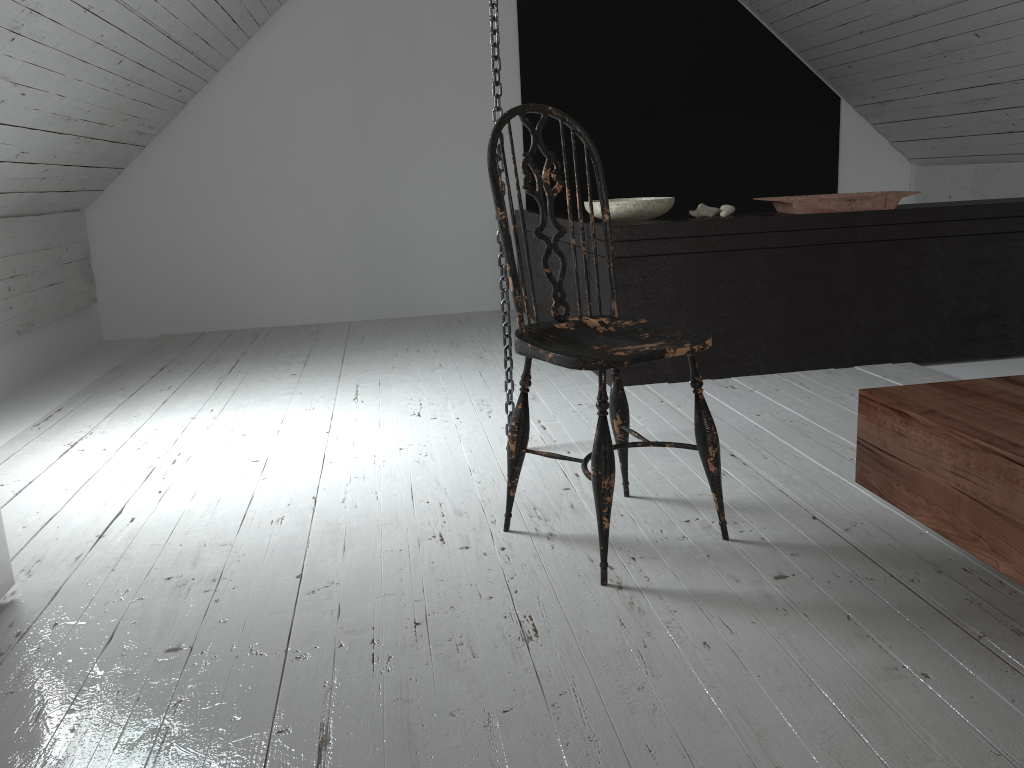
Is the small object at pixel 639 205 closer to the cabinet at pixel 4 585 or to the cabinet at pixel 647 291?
the cabinet at pixel 647 291

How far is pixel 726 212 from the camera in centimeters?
329cm

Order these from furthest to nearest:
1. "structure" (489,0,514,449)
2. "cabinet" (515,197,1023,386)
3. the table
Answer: "cabinet" (515,197,1023,386), "structure" (489,0,514,449), the table

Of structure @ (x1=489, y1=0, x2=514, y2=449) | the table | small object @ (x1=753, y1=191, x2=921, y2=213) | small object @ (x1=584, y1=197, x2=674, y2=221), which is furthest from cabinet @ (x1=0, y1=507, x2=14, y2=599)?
small object @ (x1=753, y1=191, x2=921, y2=213)

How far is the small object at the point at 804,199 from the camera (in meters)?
3.20

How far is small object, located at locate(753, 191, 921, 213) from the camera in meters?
3.2

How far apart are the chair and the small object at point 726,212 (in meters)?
1.46

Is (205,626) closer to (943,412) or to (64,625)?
(64,625)

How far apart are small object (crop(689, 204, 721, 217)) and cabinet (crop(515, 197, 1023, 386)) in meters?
0.1

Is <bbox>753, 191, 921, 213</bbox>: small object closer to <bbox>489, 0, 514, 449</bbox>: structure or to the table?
<bbox>489, 0, 514, 449</bbox>: structure
